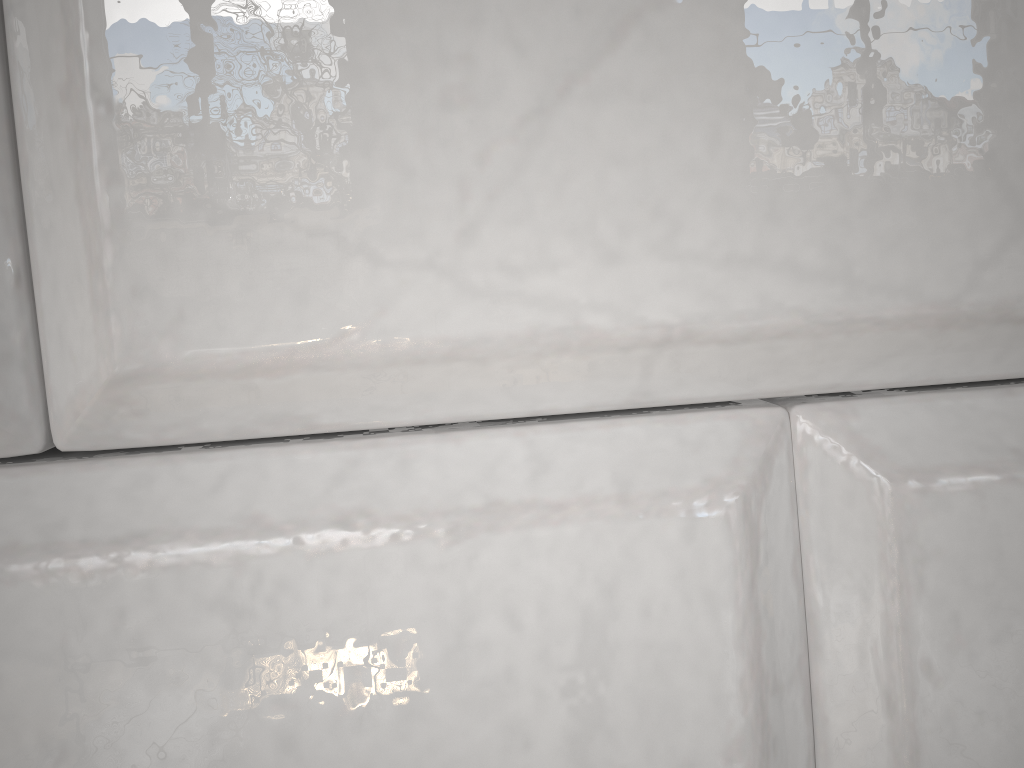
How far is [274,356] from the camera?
0.1m
